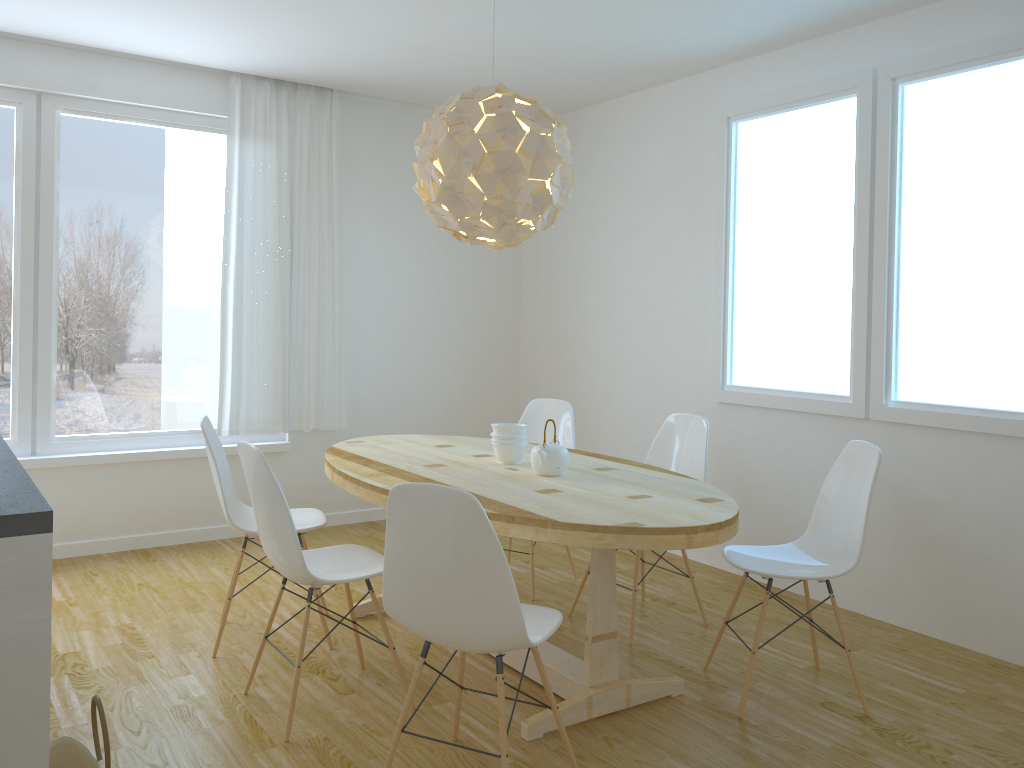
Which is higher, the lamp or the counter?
the lamp

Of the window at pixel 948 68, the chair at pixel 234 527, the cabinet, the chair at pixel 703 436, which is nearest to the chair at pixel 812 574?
the chair at pixel 703 436

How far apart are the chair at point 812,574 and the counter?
2.2 meters

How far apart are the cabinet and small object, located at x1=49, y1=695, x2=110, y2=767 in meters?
0.2

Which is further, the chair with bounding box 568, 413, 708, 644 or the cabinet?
the chair with bounding box 568, 413, 708, 644

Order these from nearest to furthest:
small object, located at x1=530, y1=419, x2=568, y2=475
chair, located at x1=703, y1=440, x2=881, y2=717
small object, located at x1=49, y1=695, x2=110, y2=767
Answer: small object, located at x1=49, y1=695, x2=110, y2=767
chair, located at x1=703, y1=440, x2=881, y2=717
small object, located at x1=530, y1=419, x2=568, y2=475

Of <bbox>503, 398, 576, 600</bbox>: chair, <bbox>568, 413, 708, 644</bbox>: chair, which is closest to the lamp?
<bbox>568, 413, 708, 644</bbox>: chair

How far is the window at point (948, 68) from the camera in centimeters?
364cm

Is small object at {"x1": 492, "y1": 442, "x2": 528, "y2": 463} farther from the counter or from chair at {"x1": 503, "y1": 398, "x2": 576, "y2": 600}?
the counter

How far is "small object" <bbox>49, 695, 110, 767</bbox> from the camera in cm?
203
